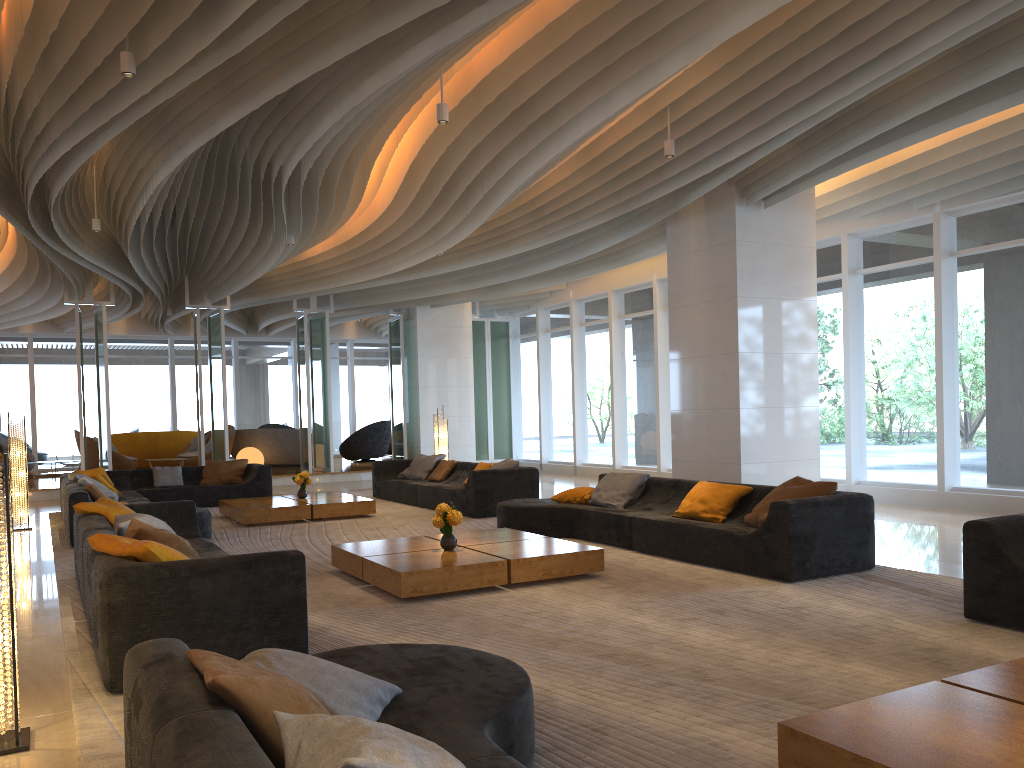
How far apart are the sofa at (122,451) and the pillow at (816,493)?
16.45m

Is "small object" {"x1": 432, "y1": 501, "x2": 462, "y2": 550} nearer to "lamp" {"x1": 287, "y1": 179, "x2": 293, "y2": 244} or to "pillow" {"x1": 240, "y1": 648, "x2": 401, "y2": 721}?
"pillow" {"x1": 240, "y1": 648, "x2": 401, "y2": 721}

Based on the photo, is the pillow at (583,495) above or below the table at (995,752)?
above

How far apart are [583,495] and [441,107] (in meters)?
4.04

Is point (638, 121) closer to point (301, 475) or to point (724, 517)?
point (724, 517)

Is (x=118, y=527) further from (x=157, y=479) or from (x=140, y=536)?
(x=157, y=479)

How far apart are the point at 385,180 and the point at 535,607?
7.36m

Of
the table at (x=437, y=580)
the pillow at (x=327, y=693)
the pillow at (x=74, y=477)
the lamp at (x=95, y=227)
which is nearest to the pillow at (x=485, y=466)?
the table at (x=437, y=580)

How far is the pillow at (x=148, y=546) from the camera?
4.3m

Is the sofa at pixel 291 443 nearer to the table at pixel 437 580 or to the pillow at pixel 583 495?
the pillow at pixel 583 495
